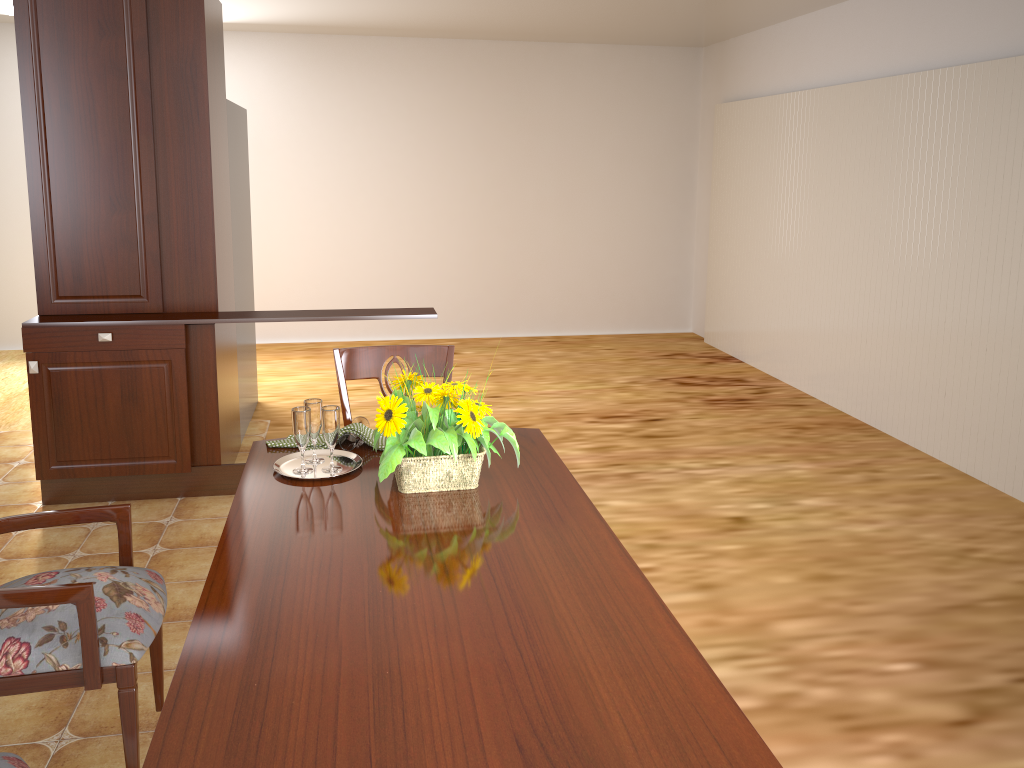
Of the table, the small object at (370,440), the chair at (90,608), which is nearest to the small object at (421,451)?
the table

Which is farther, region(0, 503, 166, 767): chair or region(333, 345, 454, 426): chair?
region(333, 345, 454, 426): chair

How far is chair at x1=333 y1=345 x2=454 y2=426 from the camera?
2.5m

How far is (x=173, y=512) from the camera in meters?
3.7

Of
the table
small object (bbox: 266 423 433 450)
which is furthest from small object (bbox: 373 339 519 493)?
small object (bbox: 266 423 433 450)

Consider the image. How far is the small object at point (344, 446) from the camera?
2.2m

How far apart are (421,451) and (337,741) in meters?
0.8

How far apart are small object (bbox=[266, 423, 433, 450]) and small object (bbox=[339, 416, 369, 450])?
0.0m

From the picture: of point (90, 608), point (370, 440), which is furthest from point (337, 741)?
point (370, 440)

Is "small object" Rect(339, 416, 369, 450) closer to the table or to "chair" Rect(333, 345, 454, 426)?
the table
